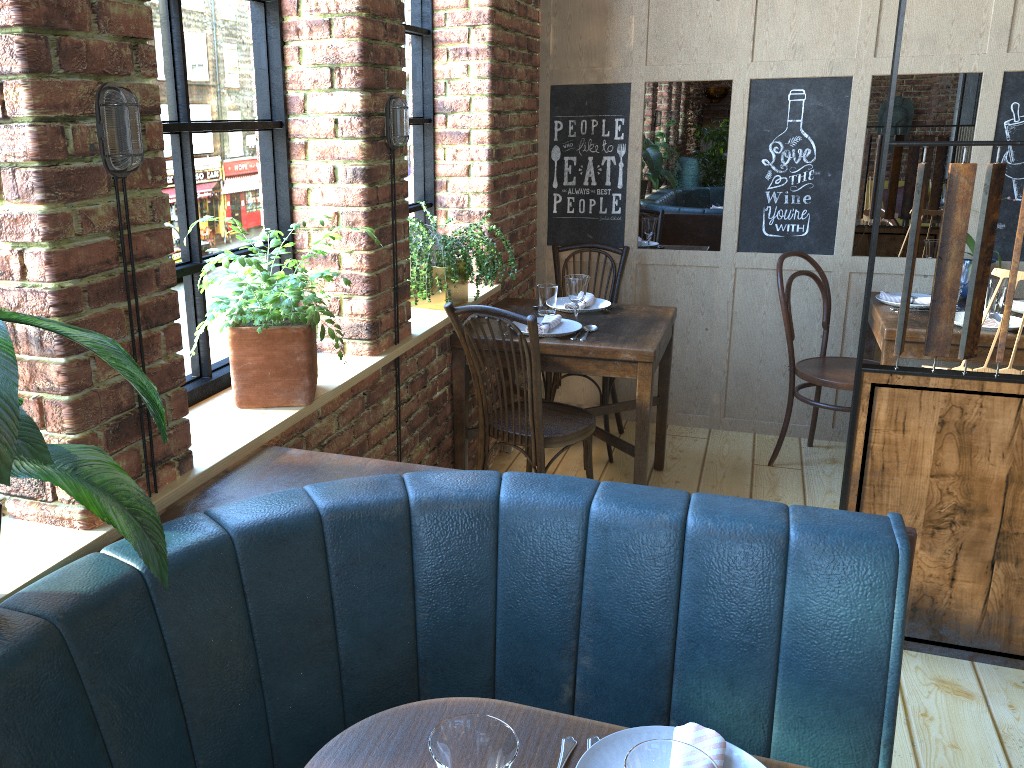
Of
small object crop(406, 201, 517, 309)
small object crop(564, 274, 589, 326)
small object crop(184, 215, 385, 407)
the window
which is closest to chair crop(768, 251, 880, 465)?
small object crop(564, 274, 589, 326)

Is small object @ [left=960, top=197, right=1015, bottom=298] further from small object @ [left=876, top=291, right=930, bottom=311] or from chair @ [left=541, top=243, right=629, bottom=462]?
chair @ [left=541, top=243, right=629, bottom=462]

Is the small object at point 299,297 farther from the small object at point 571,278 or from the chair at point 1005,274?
the chair at point 1005,274

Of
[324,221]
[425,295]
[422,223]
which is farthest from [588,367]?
[324,221]

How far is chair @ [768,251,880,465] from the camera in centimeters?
371cm

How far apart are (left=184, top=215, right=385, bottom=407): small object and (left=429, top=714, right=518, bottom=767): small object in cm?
118

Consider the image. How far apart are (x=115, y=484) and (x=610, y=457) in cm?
298

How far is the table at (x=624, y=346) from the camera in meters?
3.1 m

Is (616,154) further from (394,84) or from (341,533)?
(341,533)

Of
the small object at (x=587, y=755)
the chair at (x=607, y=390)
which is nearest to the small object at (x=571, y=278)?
the chair at (x=607, y=390)
